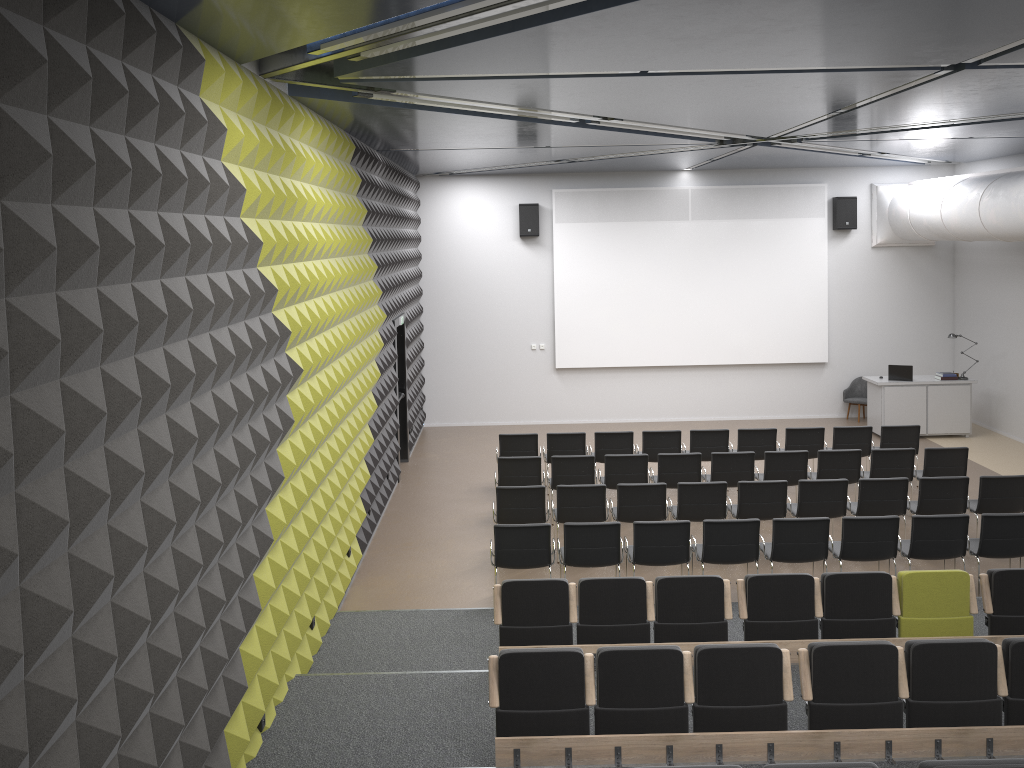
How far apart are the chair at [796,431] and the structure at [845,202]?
5.6m

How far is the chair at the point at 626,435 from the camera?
12.5 meters

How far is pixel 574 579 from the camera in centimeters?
967cm

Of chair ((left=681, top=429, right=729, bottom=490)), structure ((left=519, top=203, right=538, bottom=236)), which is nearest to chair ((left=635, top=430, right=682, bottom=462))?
chair ((left=681, top=429, right=729, bottom=490))

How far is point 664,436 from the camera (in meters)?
12.51

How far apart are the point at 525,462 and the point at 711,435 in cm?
296

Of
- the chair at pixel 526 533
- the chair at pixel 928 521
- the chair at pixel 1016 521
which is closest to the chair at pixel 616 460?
the chair at pixel 526 533

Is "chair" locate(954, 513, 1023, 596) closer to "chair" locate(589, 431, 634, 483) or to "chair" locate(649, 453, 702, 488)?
"chair" locate(649, 453, 702, 488)

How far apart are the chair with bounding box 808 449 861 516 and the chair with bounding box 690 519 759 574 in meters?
2.9

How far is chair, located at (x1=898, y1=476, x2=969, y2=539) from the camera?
9.91m
